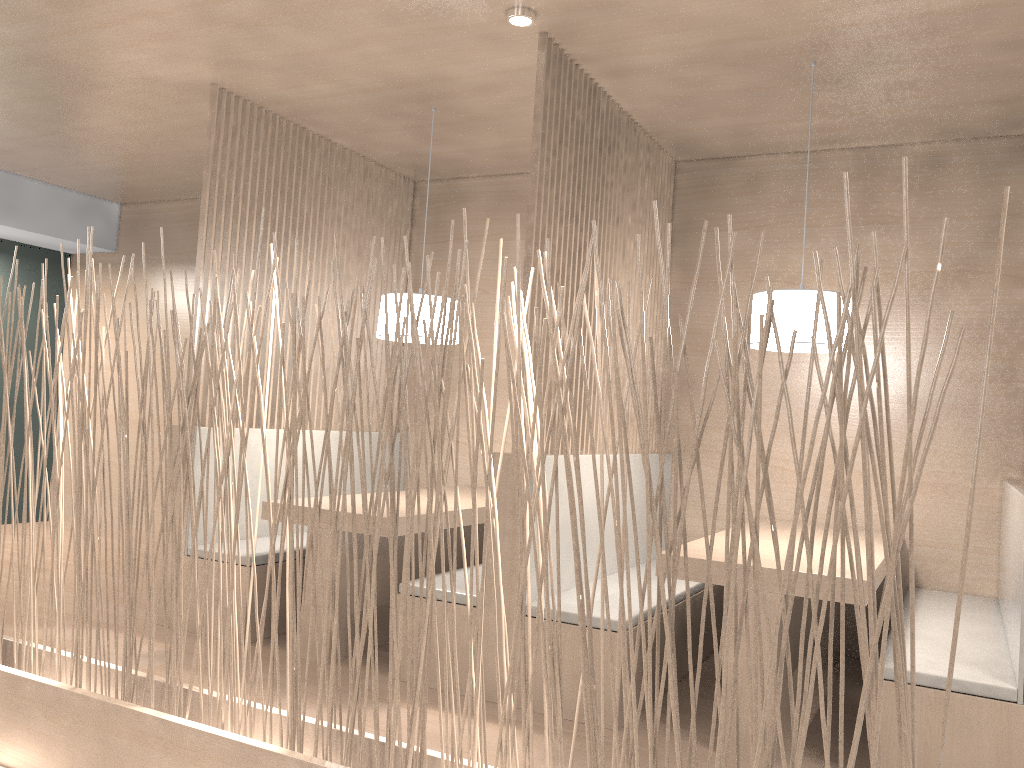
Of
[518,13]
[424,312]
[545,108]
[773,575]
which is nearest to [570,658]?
[773,575]

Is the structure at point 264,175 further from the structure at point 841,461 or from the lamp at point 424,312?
the structure at point 841,461

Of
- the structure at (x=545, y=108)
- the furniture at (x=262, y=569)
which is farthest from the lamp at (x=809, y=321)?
the furniture at (x=262, y=569)

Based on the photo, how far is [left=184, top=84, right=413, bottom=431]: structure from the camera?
2.83m

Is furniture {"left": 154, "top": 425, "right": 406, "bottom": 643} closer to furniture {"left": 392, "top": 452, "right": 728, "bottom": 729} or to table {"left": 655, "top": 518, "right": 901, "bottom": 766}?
furniture {"left": 392, "top": 452, "right": 728, "bottom": 729}

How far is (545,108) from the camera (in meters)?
2.16

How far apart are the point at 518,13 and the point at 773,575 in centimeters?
135cm

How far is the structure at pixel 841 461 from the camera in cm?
100

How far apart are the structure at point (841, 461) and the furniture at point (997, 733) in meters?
0.8 m

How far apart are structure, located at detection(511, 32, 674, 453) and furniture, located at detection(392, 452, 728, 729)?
0.1 meters
